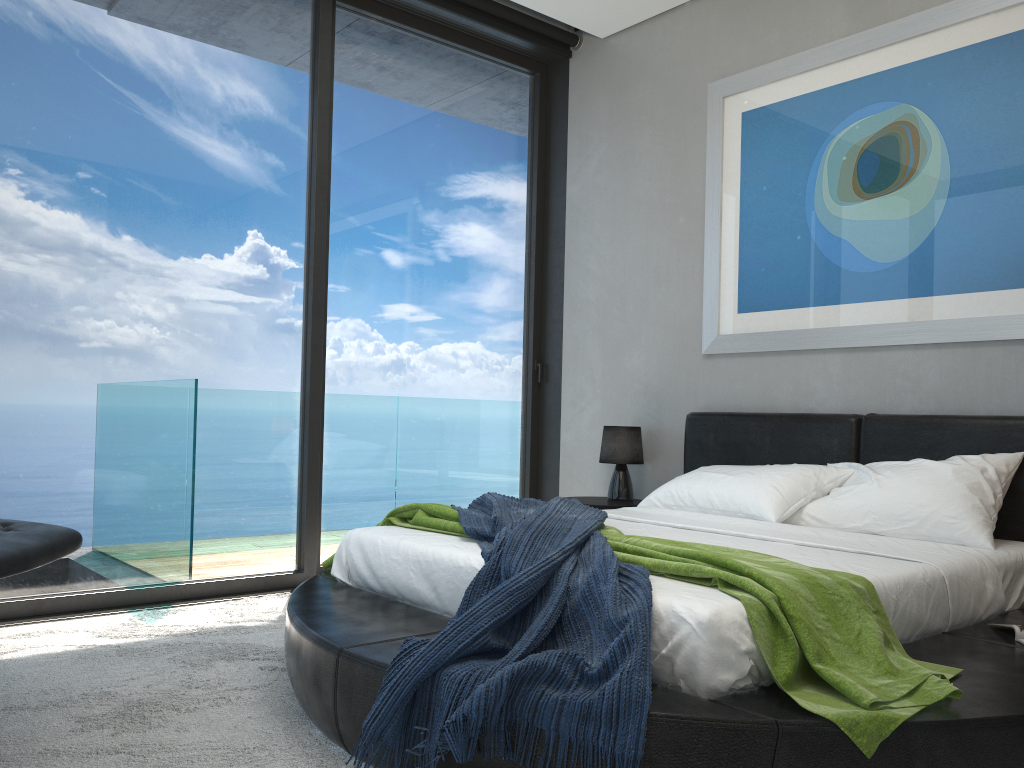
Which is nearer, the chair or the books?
the chair

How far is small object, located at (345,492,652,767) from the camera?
1.8 meters

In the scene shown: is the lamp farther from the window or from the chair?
the chair

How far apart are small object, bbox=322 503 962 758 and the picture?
1.7 meters

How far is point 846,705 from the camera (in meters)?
1.84

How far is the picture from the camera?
3.5m

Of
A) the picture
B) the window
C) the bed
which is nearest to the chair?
the bed

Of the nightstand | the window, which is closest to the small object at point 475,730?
the nightstand

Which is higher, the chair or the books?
the chair

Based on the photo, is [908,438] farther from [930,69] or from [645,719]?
[645,719]
